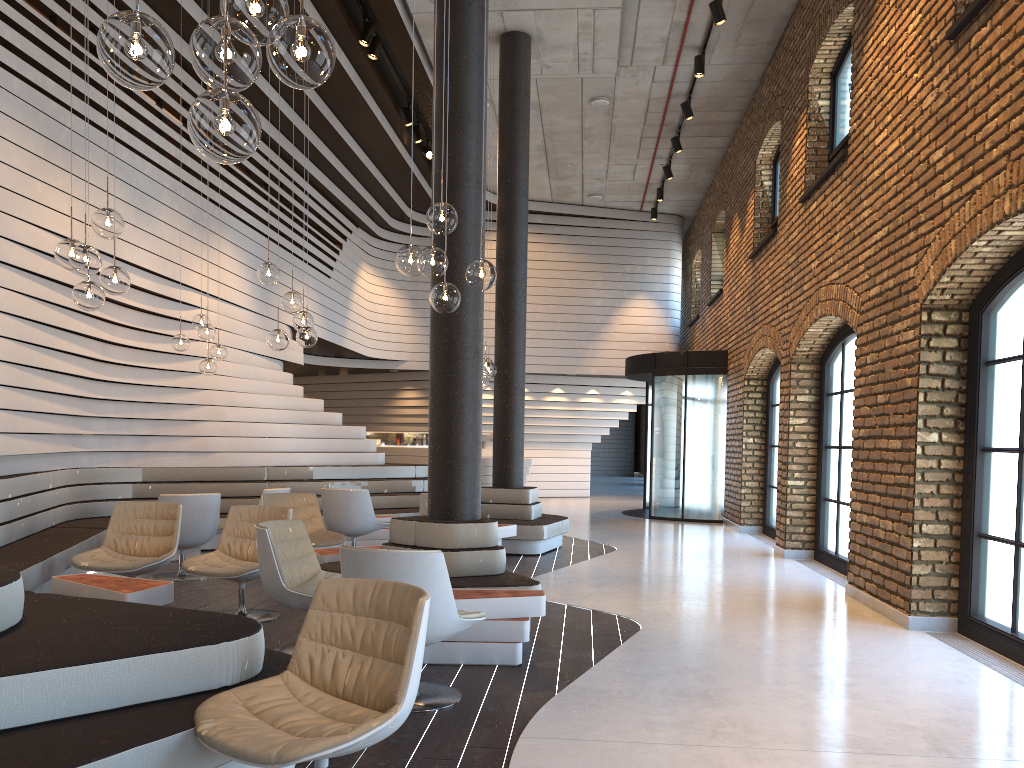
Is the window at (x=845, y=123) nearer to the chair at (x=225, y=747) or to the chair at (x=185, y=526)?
the chair at (x=185, y=526)

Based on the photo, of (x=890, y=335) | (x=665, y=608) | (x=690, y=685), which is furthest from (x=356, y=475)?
(x=690, y=685)

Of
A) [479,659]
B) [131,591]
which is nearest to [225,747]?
[479,659]

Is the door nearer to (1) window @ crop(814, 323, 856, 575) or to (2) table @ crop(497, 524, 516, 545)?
(1) window @ crop(814, 323, 856, 575)

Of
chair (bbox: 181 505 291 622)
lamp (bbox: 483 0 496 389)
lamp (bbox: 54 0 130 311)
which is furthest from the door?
lamp (bbox: 54 0 130 311)

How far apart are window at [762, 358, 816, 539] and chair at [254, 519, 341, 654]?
8.1m

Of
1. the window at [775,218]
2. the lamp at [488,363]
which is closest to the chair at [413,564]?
the lamp at [488,363]

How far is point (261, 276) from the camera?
6.6m

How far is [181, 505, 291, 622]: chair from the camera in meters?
5.8 m

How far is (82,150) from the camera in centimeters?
766cm
